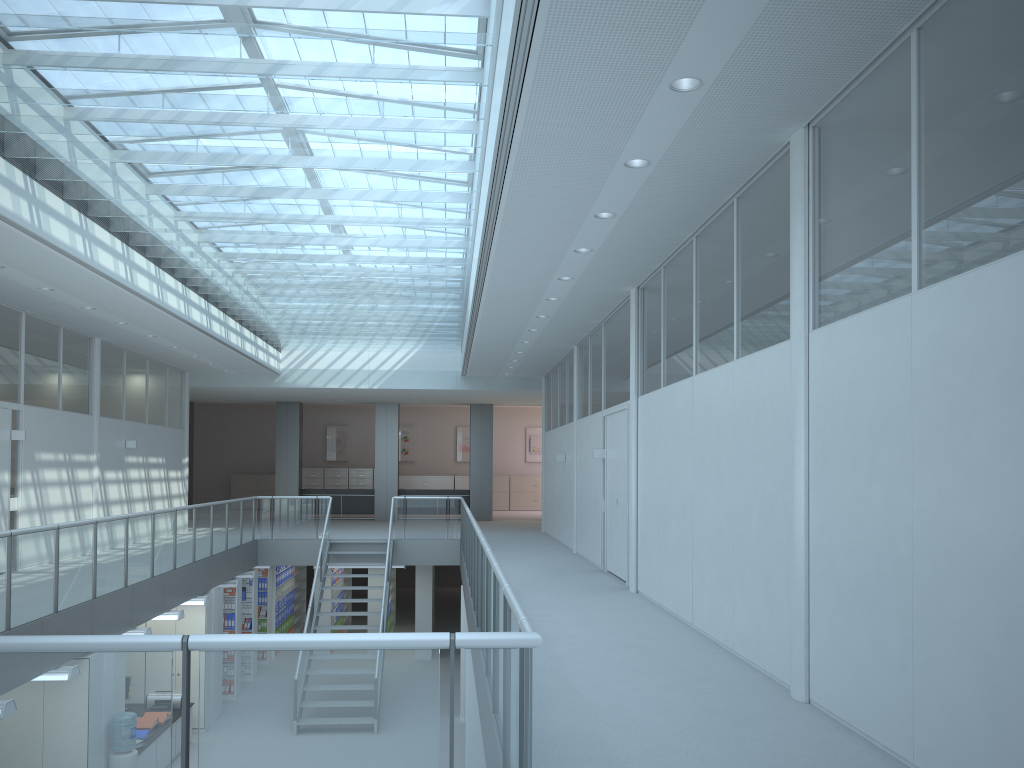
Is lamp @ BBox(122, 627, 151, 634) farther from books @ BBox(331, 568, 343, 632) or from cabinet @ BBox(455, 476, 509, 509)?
cabinet @ BBox(455, 476, 509, 509)

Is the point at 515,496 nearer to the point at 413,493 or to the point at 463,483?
the point at 463,483

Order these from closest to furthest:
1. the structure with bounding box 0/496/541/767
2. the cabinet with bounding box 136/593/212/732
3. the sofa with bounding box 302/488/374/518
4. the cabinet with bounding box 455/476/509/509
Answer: the structure with bounding box 0/496/541/767
the cabinet with bounding box 136/593/212/732
the sofa with bounding box 302/488/374/518
the cabinet with bounding box 455/476/509/509

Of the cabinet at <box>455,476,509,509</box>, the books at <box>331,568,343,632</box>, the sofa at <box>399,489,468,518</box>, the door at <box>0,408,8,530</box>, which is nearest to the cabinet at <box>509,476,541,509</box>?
the cabinet at <box>455,476,509,509</box>

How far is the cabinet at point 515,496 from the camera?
26.35m

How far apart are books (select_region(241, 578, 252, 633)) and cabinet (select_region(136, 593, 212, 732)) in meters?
2.7 m

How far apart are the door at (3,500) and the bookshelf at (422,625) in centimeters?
773cm

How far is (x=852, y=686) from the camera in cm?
405

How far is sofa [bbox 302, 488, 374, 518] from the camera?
21.2m

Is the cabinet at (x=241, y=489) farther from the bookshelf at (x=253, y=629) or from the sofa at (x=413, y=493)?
the bookshelf at (x=253, y=629)
